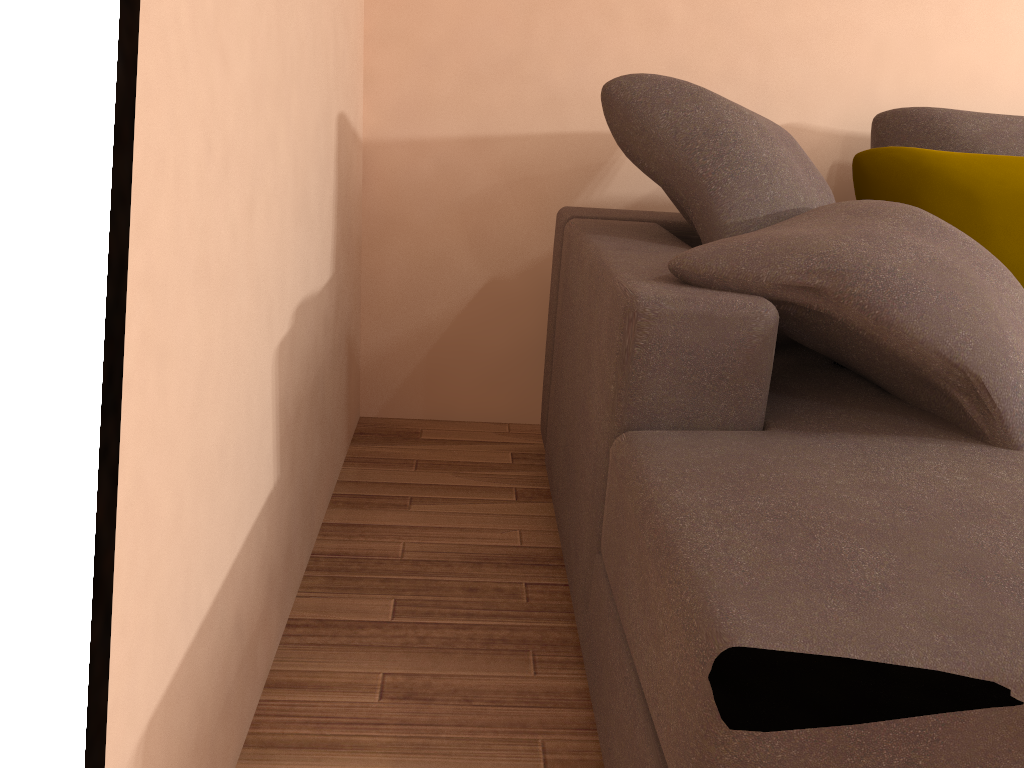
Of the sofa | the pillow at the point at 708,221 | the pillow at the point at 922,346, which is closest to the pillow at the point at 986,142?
the pillow at the point at 708,221

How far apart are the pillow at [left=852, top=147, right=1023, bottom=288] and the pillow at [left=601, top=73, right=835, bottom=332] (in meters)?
0.17

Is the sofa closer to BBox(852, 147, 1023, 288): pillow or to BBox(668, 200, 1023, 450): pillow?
BBox(668, 200, 1023, 450): pillow

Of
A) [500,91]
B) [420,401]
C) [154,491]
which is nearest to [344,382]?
[420,401]

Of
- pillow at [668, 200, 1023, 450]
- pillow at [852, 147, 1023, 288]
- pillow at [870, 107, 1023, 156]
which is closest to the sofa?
pillow at [668, 200, 1023, 450]

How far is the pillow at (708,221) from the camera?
1.86m

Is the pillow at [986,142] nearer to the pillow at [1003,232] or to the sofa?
the pillow at [1003,232]

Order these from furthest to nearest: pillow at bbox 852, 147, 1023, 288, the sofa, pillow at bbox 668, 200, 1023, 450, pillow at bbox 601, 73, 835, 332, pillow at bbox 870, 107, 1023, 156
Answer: pillow at bbox 870, 107, 1023, 156, pillow at bbox 852, 147, 1023, 288, pillow at bbox 601, 73, 835, 332, pillow at bbox 668, 200, 1023, 450, the sofa

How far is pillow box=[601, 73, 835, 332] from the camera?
1.9 meters

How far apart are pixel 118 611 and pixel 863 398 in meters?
1.2
